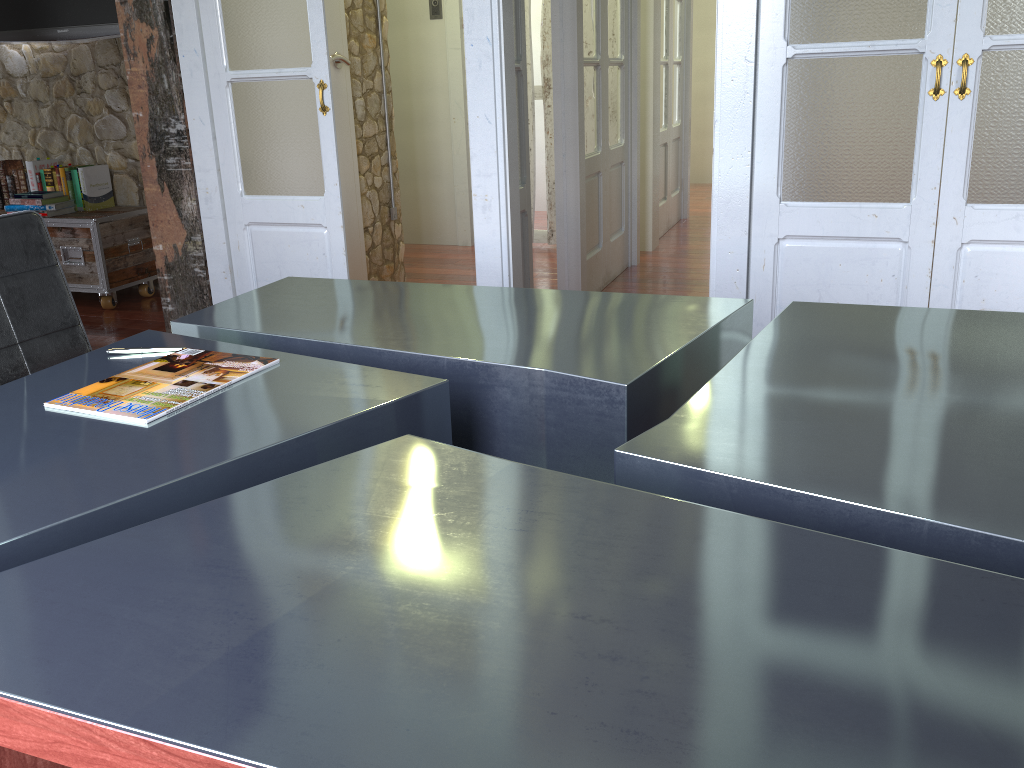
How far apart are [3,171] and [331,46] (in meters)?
2.23

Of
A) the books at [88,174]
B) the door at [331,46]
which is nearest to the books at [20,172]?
the books at [88,174]

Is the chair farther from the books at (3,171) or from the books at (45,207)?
the books at (3,171)

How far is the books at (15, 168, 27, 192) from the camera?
4.9m

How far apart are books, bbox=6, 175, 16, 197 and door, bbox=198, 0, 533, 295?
2.4m

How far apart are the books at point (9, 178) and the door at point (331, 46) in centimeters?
211cm

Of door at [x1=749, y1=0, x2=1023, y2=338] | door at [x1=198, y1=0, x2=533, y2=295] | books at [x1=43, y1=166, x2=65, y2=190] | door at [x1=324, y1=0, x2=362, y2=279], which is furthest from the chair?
books at [x1=43, y1=166, x2=65, y2=190]

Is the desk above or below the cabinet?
above

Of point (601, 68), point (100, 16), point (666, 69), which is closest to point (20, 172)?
point (100, 16)

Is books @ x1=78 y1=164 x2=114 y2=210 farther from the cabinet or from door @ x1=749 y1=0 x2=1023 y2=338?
door @ x1=749 y1=0 x2=1023 y2=338
